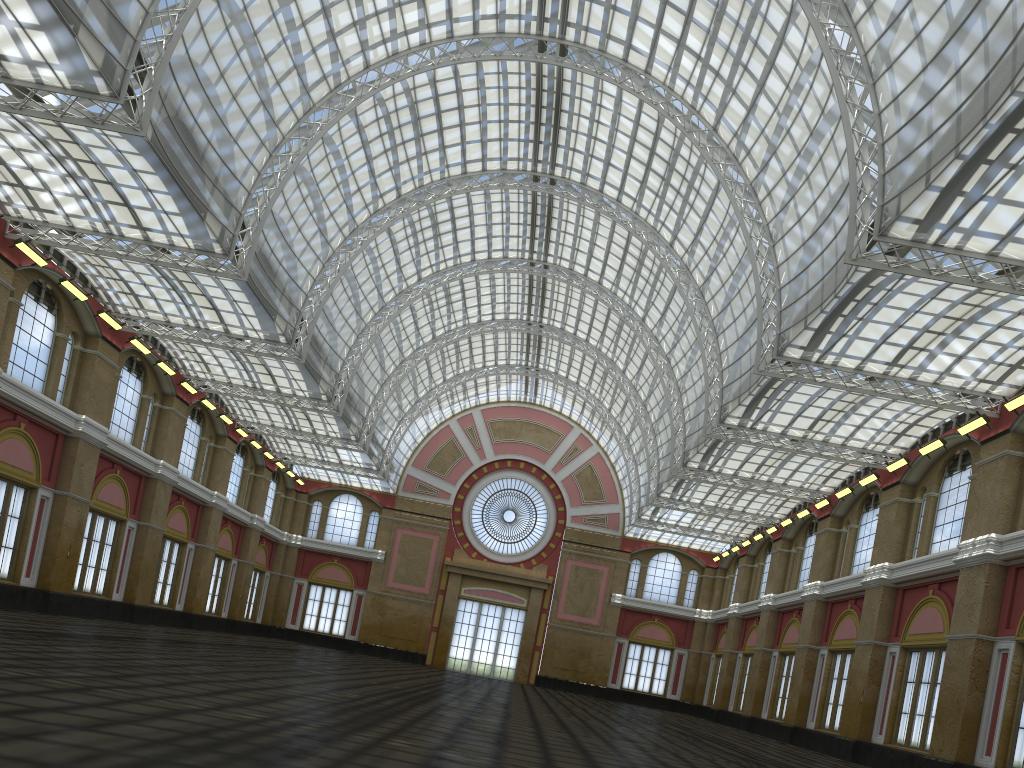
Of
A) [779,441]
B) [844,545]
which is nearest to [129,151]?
[779,441]

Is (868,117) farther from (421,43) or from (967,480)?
(421,43)
